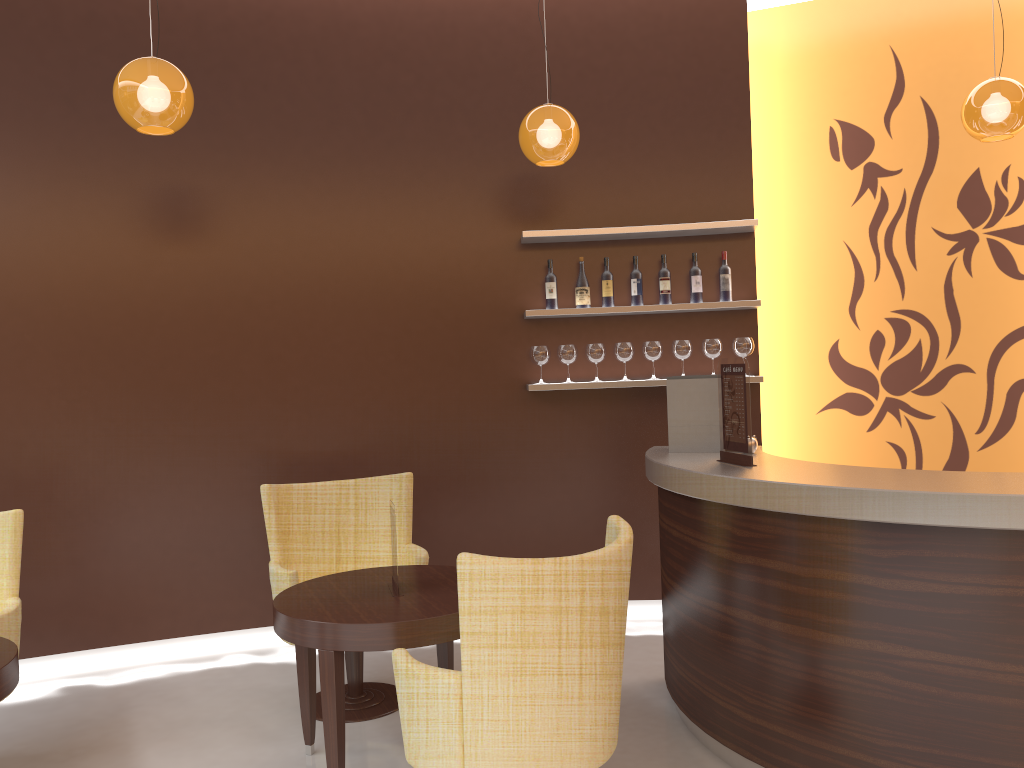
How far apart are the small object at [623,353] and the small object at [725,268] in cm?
58

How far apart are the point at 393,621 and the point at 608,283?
2.71m

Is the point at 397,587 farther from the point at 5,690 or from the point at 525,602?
the point at 5,690

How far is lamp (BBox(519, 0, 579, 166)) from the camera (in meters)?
4.19

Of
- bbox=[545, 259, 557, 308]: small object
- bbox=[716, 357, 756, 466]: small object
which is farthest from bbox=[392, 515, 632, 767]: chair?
bbox=[545, 259, 557, 308]: small object

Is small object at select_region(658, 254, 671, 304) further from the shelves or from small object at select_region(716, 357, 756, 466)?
small object at select_region(716, 357, 756, 466)

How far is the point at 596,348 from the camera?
5.1 meters

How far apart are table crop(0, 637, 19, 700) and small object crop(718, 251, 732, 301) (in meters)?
3.79

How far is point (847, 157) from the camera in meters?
5.7 m

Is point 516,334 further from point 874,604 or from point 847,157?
point 874,604
